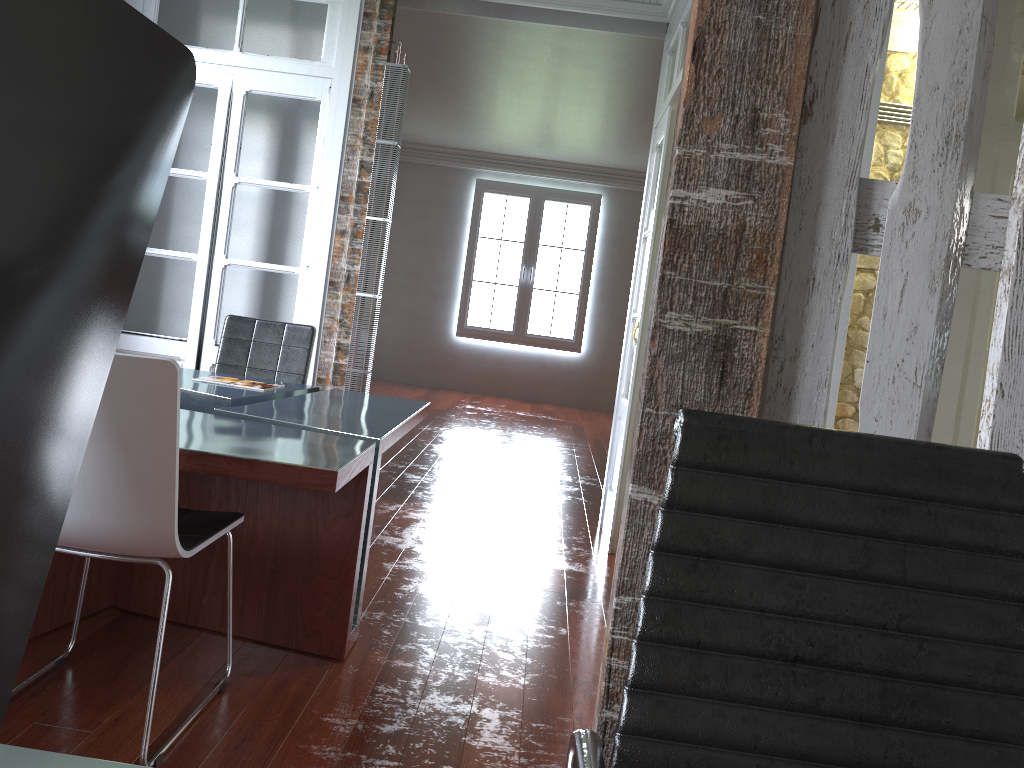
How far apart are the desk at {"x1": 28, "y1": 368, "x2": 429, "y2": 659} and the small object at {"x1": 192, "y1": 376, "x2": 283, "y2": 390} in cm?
8

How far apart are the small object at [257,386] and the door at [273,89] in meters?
1.0

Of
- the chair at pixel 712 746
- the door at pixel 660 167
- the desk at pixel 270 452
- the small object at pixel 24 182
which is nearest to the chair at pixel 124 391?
the desk at pixel 270 452

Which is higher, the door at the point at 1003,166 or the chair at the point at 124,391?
the door at the point at 1003,166

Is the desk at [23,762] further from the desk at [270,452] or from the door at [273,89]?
the door at [273,89]

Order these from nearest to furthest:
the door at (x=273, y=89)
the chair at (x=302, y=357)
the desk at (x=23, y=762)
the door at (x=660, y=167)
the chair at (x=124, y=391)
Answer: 1. the desk at (x=23, y=762)
2. the chair at (x=124, y=391)
3. the chair at (x=302, y=357)
4. the door at (x=660, y=167)
5. the door at (x=273, y=89)

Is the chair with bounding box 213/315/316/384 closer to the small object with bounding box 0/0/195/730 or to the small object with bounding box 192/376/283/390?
the small object with bounding box 192/376/283/390

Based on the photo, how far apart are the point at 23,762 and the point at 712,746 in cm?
70

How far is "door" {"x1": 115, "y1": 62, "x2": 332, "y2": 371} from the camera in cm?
455

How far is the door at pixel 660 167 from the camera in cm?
421
